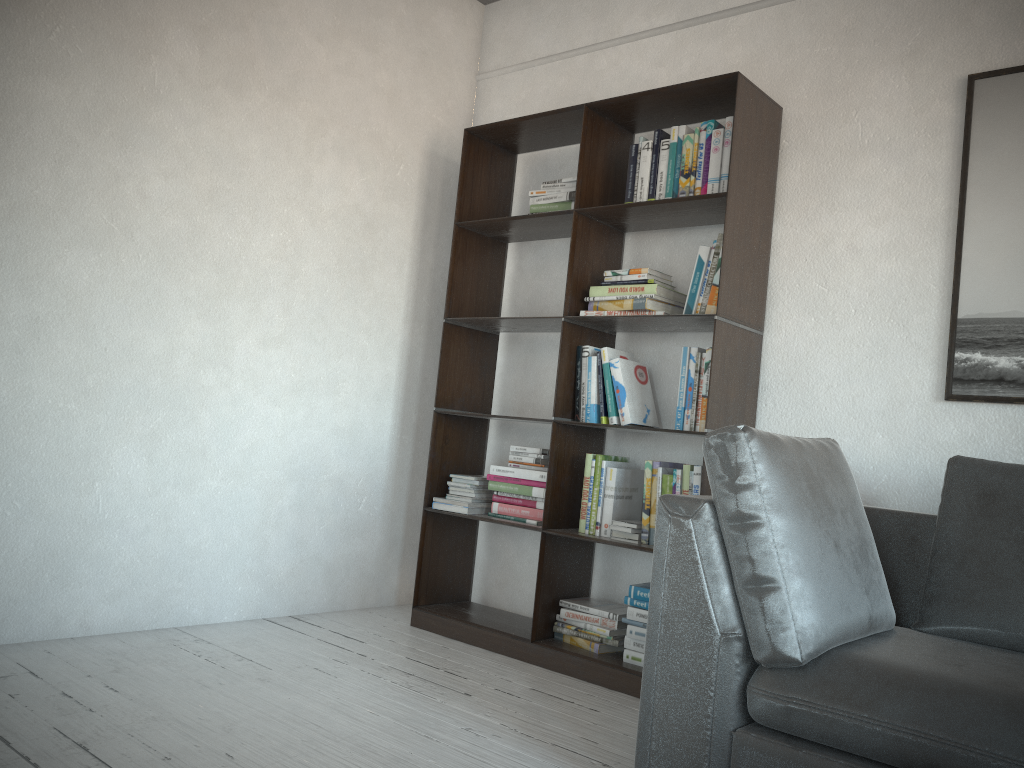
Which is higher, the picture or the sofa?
the picture

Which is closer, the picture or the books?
the picture

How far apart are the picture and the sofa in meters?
0.4 m

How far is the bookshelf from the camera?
3.0 meters

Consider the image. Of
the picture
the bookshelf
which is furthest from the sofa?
the bookshelf

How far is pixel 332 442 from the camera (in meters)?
3.74

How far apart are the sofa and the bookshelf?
0.5m

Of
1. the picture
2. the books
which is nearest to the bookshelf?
the books

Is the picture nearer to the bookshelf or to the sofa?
the sofa

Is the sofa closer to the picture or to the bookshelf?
the picture
